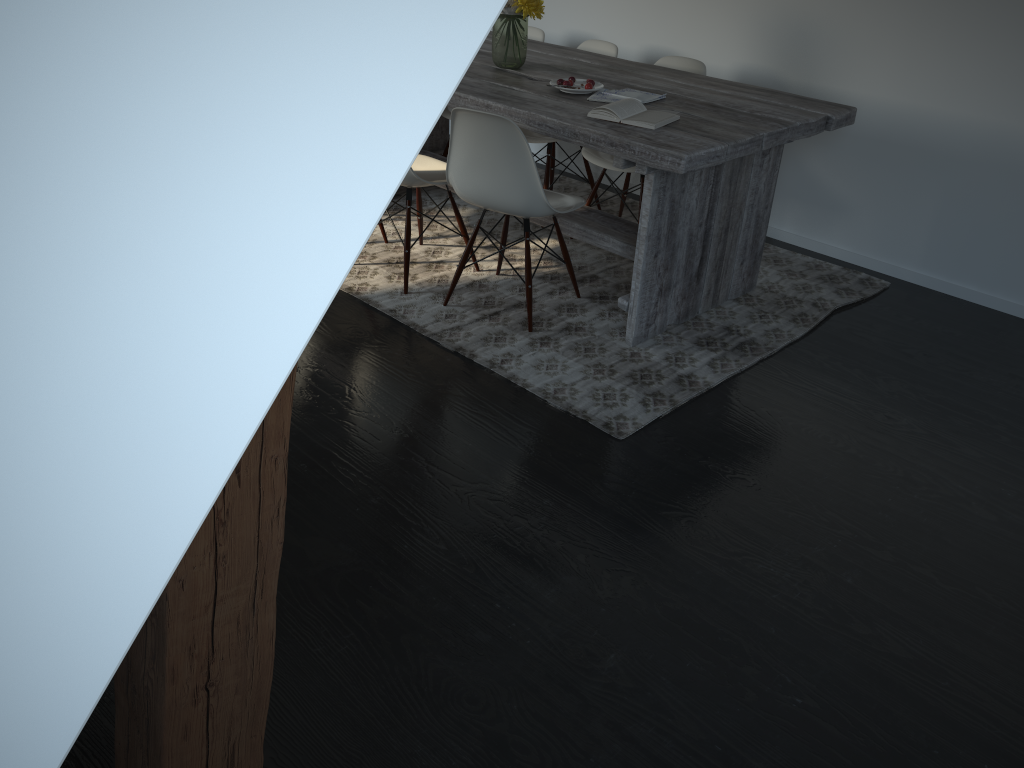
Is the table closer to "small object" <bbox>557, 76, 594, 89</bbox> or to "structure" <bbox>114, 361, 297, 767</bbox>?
"small object" <bbox>557, 76, 594, 89</bbox>

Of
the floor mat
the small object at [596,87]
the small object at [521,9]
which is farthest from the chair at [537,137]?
the small object at [596,87]

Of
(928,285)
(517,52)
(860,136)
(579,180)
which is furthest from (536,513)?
(579,180)

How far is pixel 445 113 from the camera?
4.53m

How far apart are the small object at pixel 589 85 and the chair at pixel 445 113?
1.27m

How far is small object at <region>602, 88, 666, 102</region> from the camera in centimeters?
323cm

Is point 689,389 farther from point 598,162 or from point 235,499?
point 235,499

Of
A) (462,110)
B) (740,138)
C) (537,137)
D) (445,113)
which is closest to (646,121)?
(740,138)

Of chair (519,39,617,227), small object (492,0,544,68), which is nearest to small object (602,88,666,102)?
small object (492,0,544,68)

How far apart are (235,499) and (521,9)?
3.0m
